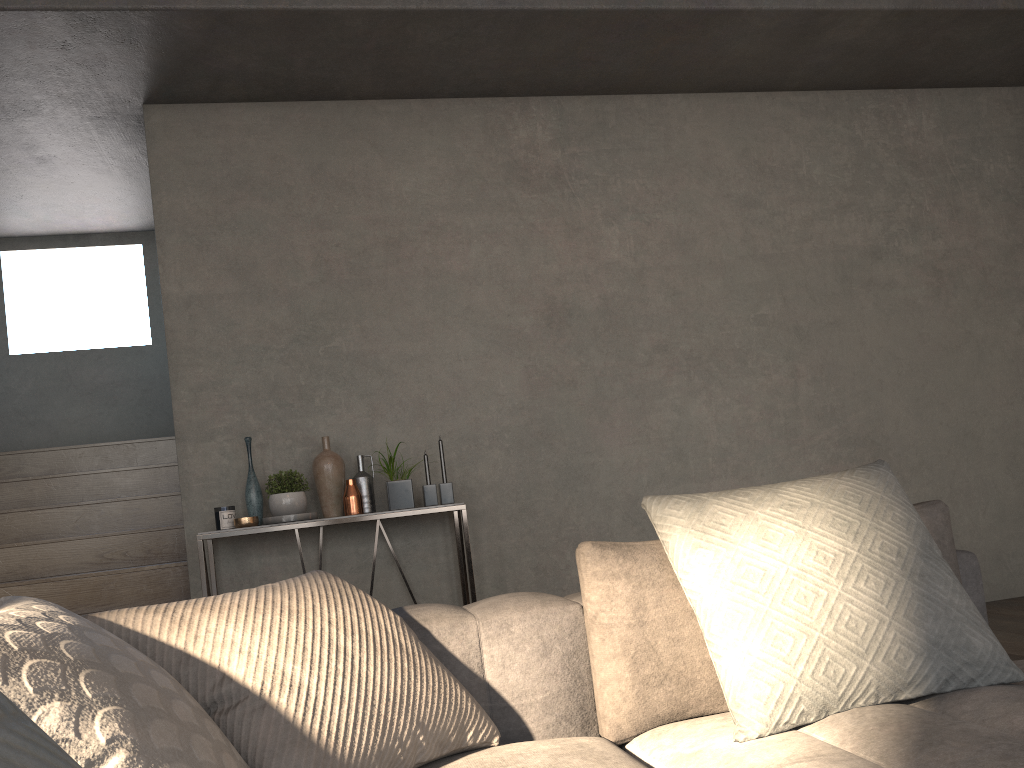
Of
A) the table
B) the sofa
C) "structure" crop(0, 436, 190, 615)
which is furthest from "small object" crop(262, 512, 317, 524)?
the sofa

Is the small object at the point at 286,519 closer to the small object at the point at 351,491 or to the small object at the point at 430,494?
the small object at the point at 351,491

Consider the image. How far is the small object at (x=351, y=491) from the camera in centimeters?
373cm

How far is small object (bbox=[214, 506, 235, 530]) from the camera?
3.6m

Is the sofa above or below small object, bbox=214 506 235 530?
below

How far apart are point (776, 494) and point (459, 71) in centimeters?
306cm

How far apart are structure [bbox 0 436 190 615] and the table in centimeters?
60cm

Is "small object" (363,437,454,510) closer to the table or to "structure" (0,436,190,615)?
the table

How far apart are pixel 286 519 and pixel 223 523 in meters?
0.3

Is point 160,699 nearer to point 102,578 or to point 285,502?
point 285,502
